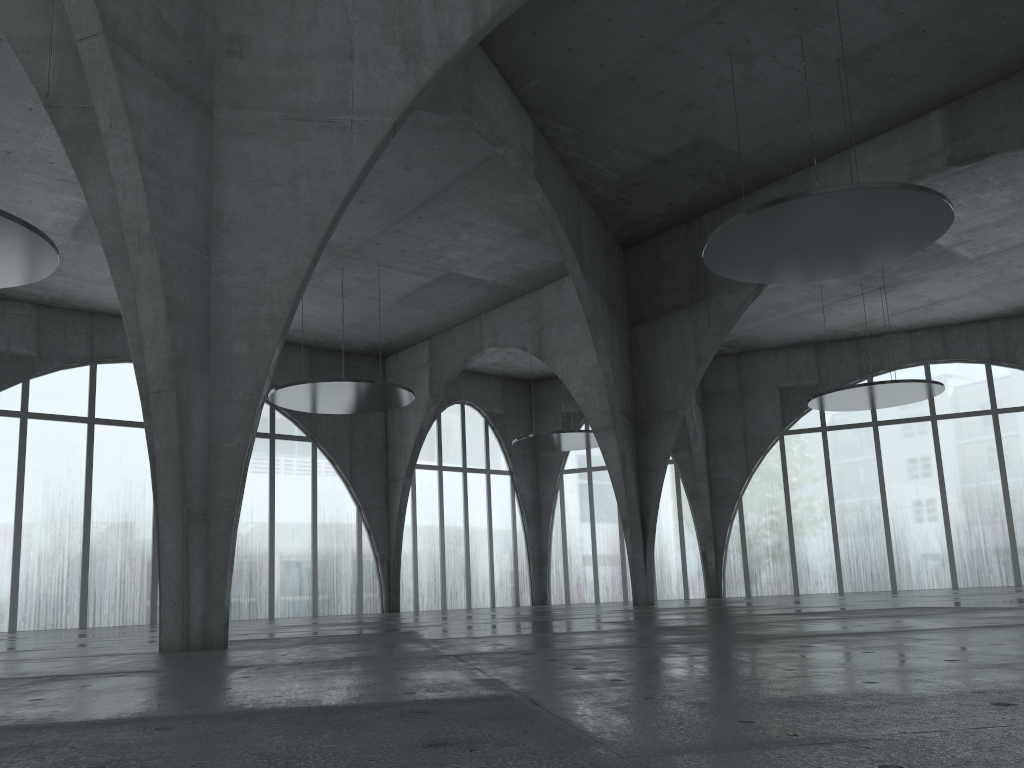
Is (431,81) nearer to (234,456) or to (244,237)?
(244,237)

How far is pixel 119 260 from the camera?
20.3m

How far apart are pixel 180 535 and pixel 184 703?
11.7m
